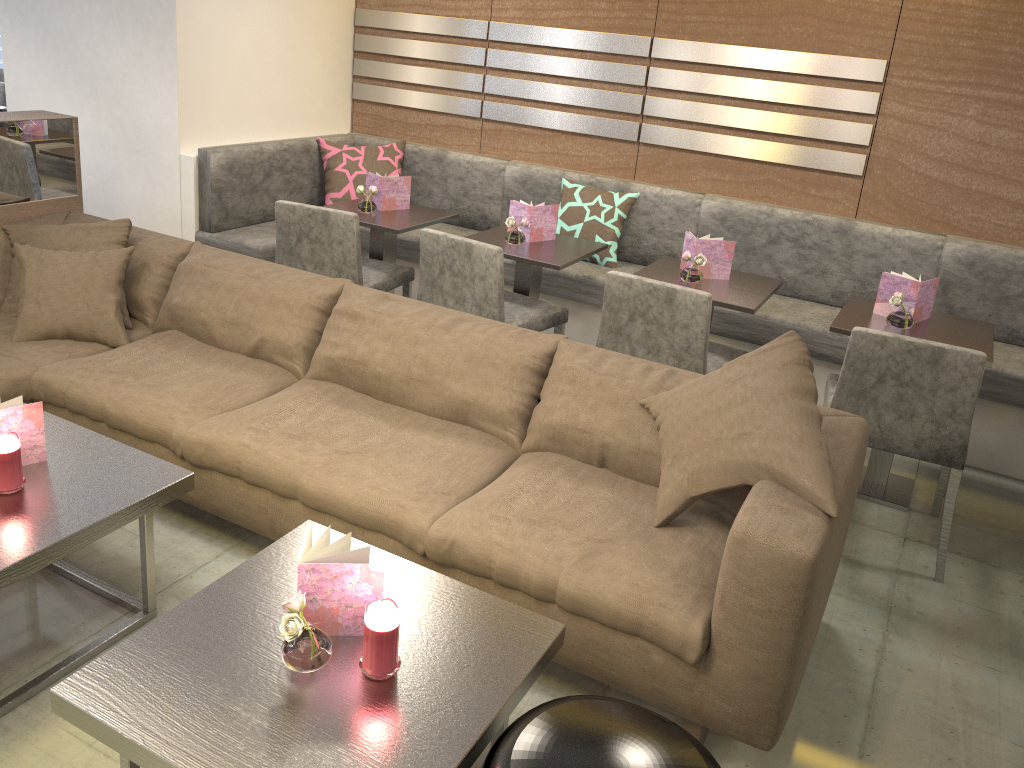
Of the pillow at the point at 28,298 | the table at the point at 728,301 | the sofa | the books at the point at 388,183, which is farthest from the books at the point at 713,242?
the pillow at the point at 28,298

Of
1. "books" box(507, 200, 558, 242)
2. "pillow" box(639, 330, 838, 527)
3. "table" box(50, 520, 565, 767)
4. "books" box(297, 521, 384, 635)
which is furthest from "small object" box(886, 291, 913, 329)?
"books" box(297, 521, 384, 635)

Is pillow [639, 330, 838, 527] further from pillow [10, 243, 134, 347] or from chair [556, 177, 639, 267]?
chair [556, 177, 639, 267]

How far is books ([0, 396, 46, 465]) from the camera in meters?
2.1 m

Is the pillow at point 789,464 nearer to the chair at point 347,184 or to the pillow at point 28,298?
the pillow at point 28,298

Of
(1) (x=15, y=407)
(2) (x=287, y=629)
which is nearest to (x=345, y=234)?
(1) (x=15, y=407)

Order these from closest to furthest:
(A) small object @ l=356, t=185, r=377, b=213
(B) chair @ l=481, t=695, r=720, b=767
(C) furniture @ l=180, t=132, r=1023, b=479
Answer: (B) chair @ l=481, t=695, r=720, b=767 → (C) furniture @ l=180, t=132, r=1023, b=479 → (A) small object @ l=356, t=185, r=377, b=213

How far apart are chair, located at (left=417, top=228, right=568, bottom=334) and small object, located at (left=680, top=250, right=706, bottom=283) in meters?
0.5

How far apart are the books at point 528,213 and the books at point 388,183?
0.6m

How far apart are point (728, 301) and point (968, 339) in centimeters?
81cm
